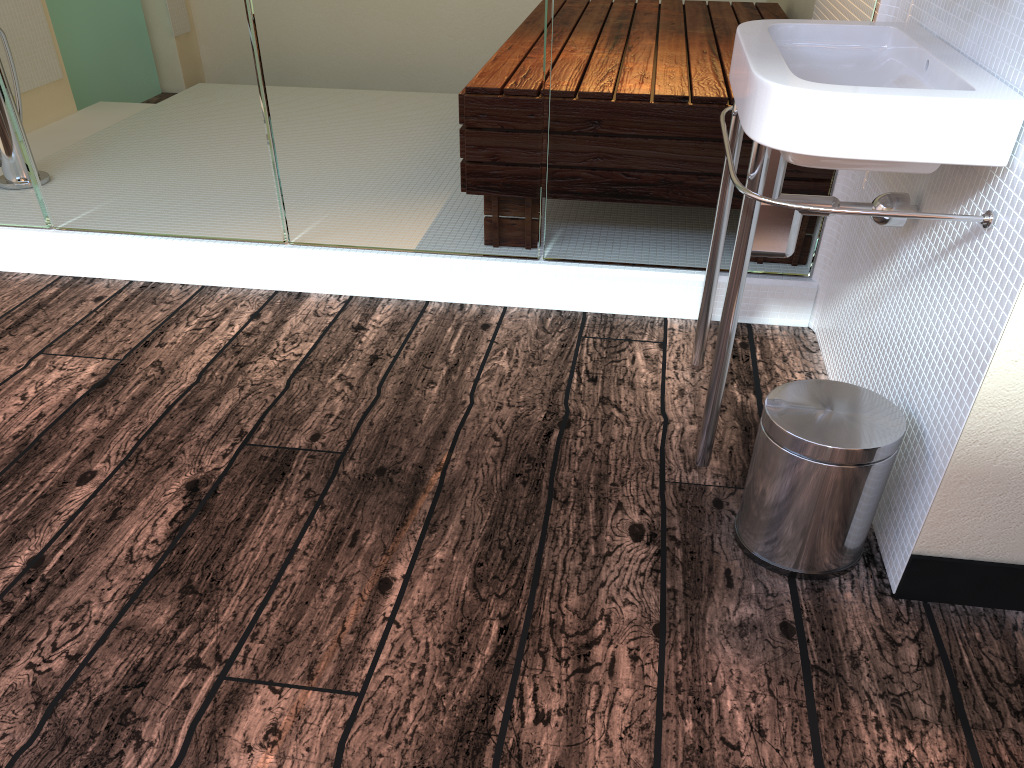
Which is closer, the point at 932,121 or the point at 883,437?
the point at 932,121

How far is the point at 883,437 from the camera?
1.3 meters

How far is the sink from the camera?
1.2 meters

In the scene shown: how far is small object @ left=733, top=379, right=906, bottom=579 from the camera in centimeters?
134cm

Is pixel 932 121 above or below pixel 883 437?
above

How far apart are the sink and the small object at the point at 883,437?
0.1m

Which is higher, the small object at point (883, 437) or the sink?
the sink

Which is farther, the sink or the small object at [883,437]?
the small object at [883,437]

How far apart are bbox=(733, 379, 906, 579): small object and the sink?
0.12m

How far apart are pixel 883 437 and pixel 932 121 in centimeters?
46cm
